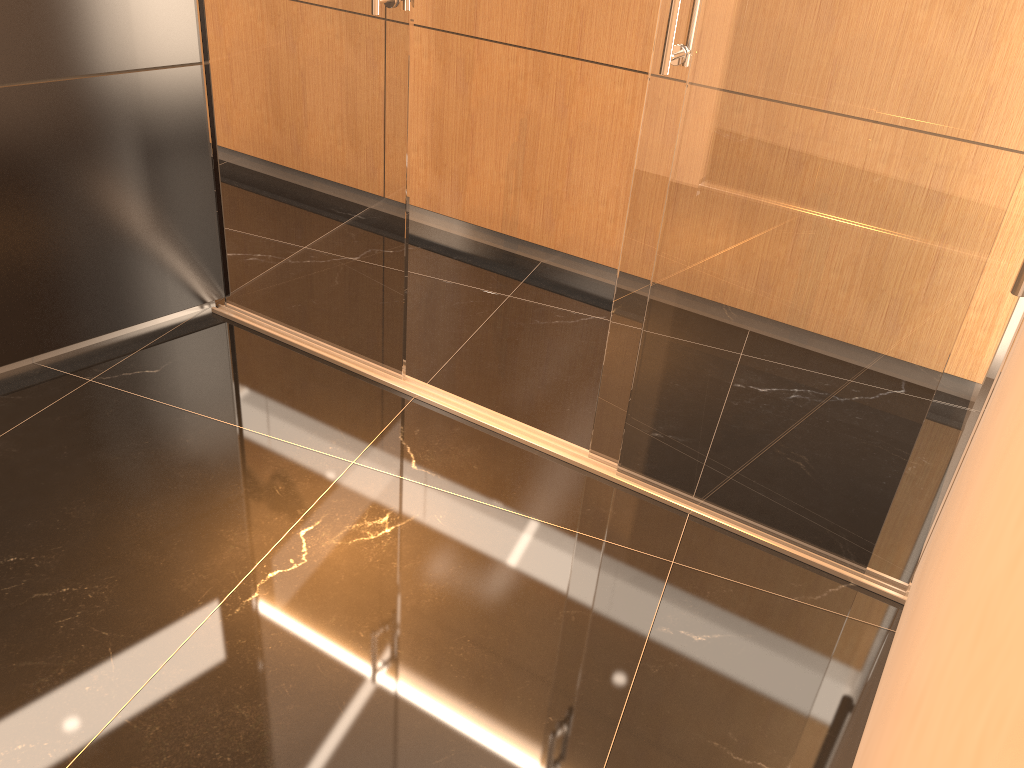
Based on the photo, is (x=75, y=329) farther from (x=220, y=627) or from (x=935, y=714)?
(x=935, y=714)

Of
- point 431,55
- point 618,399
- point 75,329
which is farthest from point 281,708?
point 431,55

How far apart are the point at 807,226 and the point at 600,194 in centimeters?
174cm

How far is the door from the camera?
2.5 meters

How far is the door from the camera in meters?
2.5 m
